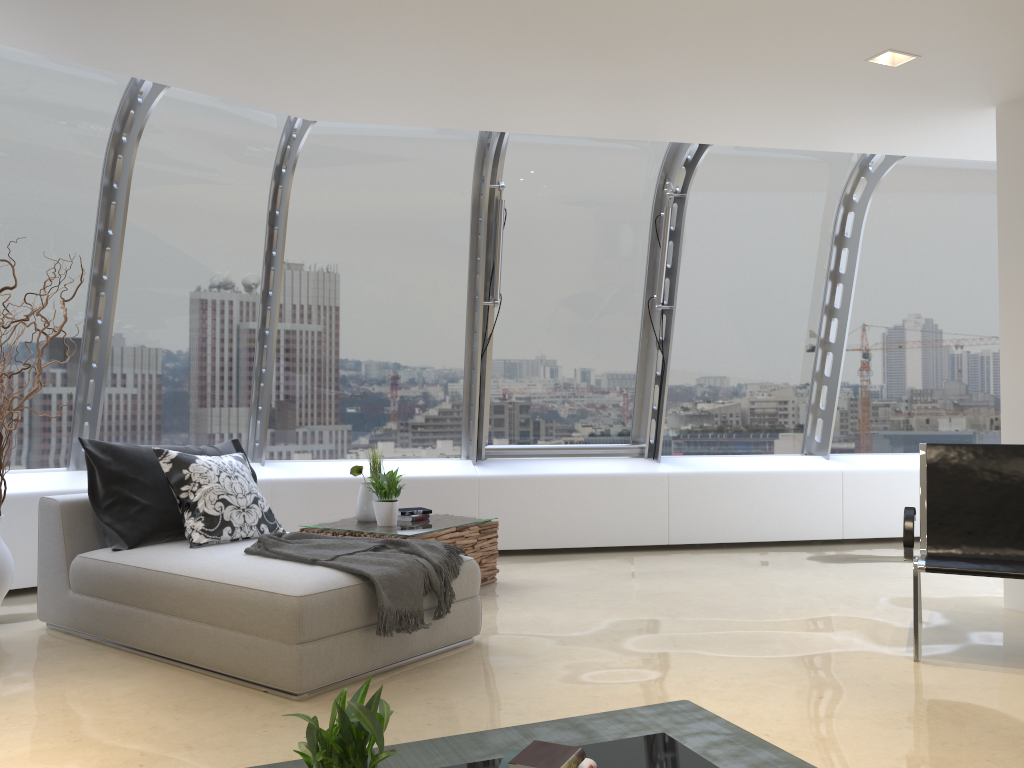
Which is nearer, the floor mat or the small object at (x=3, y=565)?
the floor mat

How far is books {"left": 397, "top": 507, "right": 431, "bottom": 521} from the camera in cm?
569

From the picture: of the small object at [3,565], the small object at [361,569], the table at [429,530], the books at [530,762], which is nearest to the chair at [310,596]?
the small object at [361,569]

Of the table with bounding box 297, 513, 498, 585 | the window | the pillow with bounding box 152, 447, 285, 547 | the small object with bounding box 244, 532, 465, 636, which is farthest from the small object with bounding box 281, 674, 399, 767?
the window

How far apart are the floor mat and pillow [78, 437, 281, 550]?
2.0 meters

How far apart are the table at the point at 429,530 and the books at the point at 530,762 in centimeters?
291cm

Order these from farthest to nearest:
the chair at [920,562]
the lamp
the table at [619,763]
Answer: the lamp → the chair at [920,562] → the table at [619,763]

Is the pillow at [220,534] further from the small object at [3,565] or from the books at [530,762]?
the books at [530,762]

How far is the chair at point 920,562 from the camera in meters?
4.1 m

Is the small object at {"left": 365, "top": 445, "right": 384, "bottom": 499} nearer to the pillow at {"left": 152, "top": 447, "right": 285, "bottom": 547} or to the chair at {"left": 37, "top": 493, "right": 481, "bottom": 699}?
the pillow at {"left": 152, "top": 447, "right": 285, "bottom": 547}
